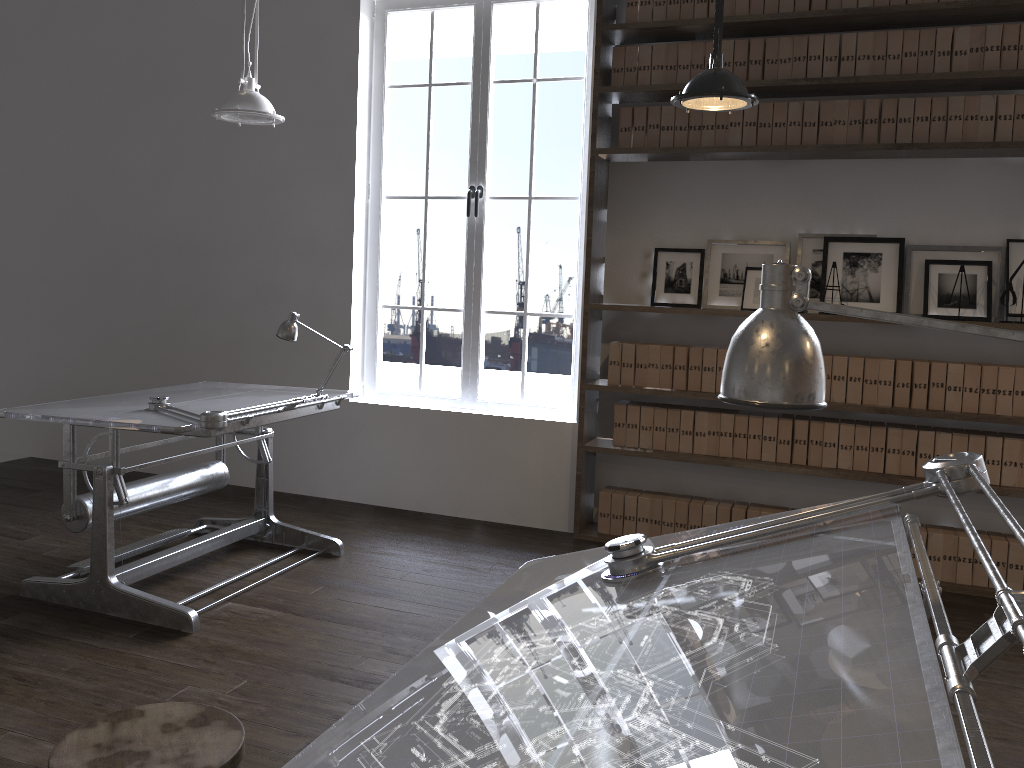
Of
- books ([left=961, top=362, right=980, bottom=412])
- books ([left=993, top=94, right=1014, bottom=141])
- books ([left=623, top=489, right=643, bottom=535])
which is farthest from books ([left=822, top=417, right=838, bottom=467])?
books ([left=993, top=94, right=1014, bottom=141])

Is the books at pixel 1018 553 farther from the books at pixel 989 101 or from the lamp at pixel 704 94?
the lamp at pixel 704 94

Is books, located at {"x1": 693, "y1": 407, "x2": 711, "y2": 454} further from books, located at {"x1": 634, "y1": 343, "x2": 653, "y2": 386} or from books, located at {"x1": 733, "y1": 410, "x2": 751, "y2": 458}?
books, located at {"x1": 634, "y1": 343, "x2": 653, "y2": 386}

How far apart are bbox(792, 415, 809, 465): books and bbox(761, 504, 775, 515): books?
0.3 meters

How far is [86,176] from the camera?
5.9m

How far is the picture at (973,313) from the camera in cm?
413

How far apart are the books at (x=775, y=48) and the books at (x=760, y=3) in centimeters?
16cm

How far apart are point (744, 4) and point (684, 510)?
2.53m

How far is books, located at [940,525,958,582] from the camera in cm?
418

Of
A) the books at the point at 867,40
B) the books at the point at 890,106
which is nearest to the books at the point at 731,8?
the books at the point at 867,40
